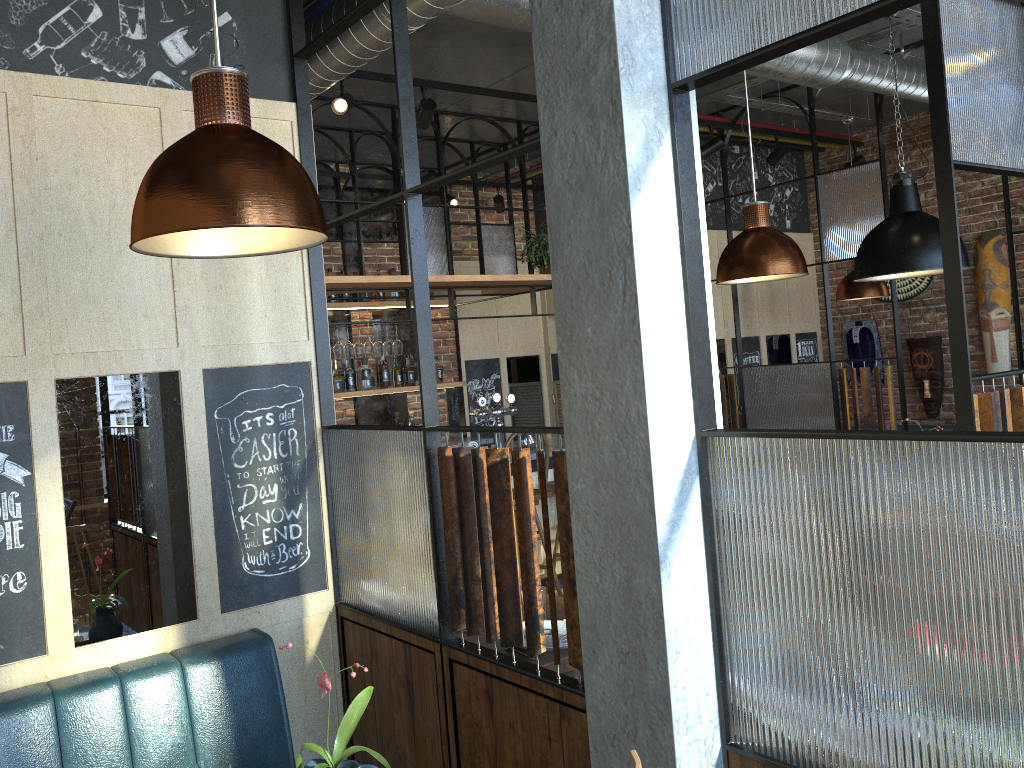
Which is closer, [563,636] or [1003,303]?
[563,636]

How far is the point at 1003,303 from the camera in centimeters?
683cm

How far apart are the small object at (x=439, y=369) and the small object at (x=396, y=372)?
0.38m

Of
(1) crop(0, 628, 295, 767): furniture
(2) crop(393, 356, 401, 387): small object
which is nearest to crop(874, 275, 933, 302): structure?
(2) crop(393, 356, 401, 387): small object

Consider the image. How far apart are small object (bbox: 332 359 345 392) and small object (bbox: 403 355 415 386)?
0.6m

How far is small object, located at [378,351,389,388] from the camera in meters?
7.1 m

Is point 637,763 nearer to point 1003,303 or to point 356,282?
point 356,282

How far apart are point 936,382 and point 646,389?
6.5 meters

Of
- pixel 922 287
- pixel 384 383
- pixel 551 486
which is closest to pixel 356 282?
pixel 551 486

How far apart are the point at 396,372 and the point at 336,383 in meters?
0.6 m
